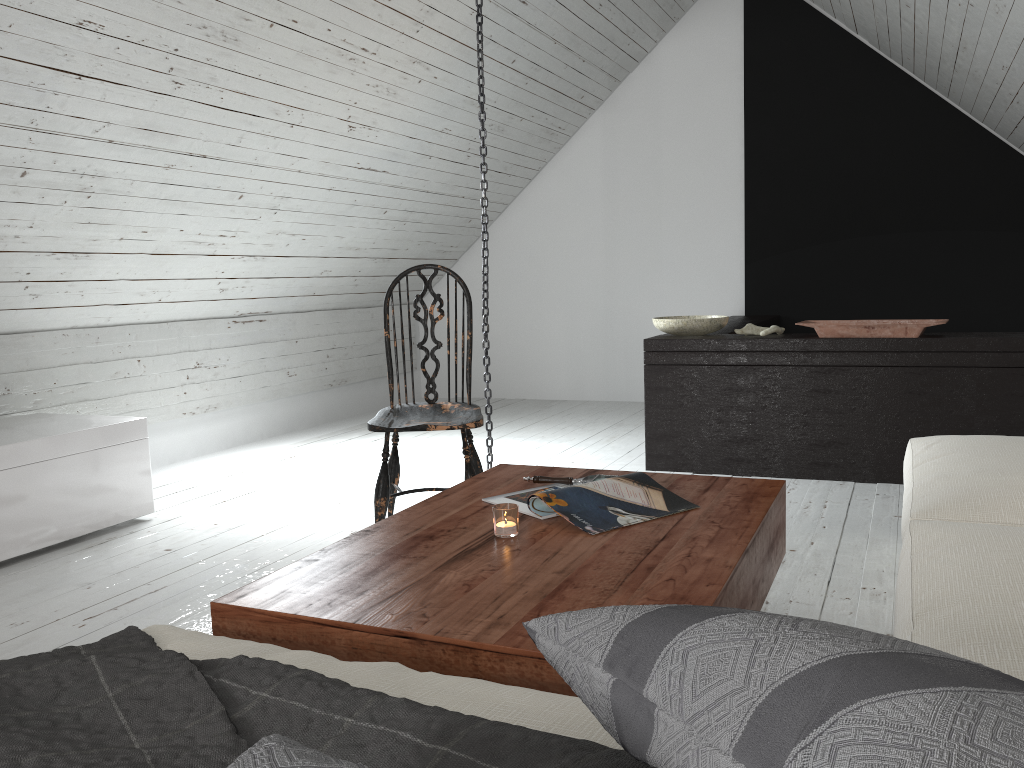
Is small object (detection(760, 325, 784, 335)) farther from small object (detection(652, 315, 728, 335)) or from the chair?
the chair

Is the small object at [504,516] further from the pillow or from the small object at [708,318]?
the small object at [708,318]

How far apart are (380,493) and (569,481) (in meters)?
0.80

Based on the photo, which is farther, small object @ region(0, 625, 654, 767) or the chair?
the chair

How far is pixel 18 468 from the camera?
2.86m

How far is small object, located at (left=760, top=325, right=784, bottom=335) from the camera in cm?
376

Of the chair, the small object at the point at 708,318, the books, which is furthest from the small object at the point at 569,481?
the small object at the point at 708,318

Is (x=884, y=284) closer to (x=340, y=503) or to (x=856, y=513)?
(x=856, y=513)

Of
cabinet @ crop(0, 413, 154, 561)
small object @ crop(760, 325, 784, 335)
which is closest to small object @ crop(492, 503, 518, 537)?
cabinet @ crop(0, 413, 154, 561)

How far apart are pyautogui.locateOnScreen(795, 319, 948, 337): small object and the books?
1.9m
